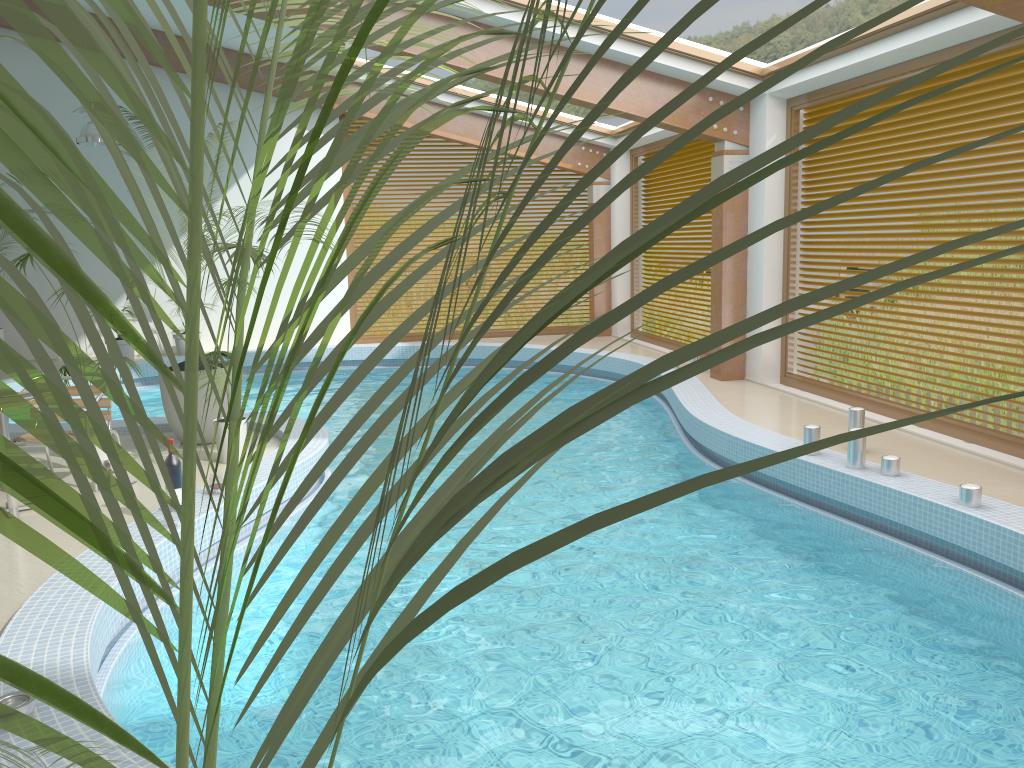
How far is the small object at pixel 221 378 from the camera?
6.41m

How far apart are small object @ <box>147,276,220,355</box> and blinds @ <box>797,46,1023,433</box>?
9.11m

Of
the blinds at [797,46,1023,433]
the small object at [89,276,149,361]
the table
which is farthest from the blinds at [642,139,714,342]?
the table

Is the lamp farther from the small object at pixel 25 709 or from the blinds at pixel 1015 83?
the small object at pixel 25 709

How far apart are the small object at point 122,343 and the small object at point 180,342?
0.71m

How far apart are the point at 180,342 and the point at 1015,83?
11.1m

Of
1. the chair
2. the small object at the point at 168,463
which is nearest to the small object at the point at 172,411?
the chair

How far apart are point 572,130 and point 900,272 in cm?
716

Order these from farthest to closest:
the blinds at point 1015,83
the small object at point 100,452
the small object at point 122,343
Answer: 1. the small object at point 122,343
2. the small object at point 100,452
3. the blinds at point 1015,83

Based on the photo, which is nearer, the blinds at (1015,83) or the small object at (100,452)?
the blinds at (1015,83)
